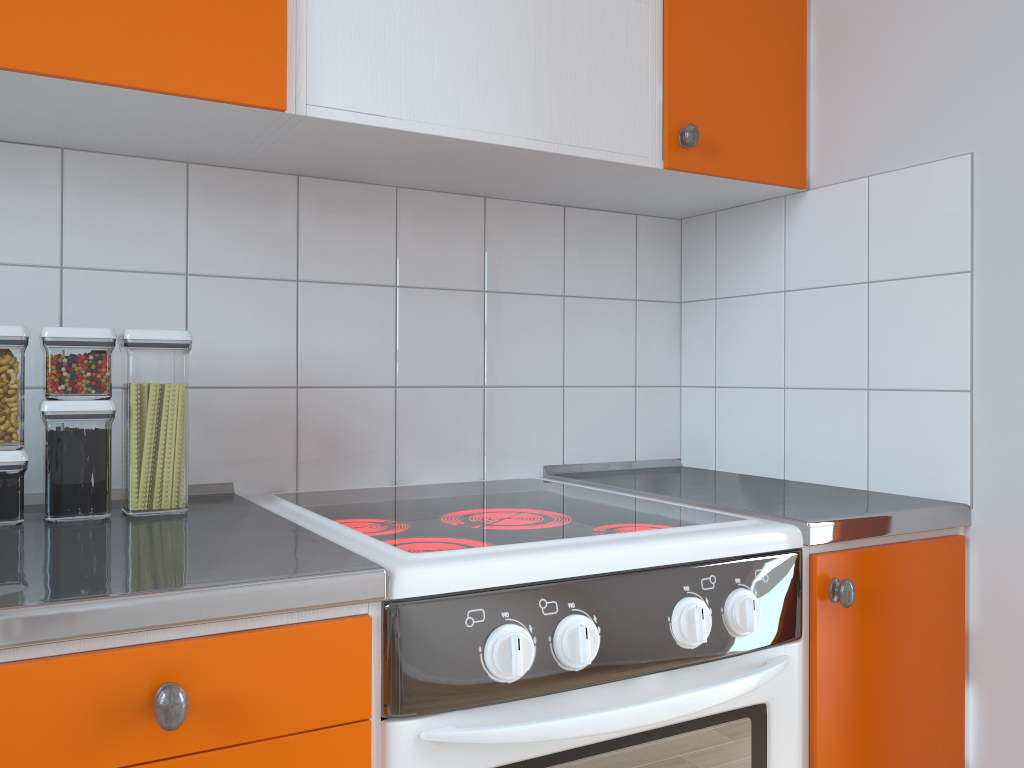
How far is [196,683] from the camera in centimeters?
81cm

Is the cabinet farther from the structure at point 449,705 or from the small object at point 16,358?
the small object at point 16,358

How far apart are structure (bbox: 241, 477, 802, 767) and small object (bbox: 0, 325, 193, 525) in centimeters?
14cm

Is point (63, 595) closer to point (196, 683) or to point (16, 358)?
point (196, 683)

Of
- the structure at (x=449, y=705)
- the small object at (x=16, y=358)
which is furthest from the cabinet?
the small object at (x=16, y=358)

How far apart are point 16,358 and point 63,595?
0.5 meters

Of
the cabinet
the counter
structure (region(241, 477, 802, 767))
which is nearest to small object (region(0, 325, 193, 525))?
the counter

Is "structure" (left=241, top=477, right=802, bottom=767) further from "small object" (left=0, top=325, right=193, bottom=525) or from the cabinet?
"small object" (left=0, top=325, right=193, bottom=525)

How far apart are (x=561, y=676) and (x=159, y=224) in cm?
96

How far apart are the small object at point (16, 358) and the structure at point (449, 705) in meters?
0.1
